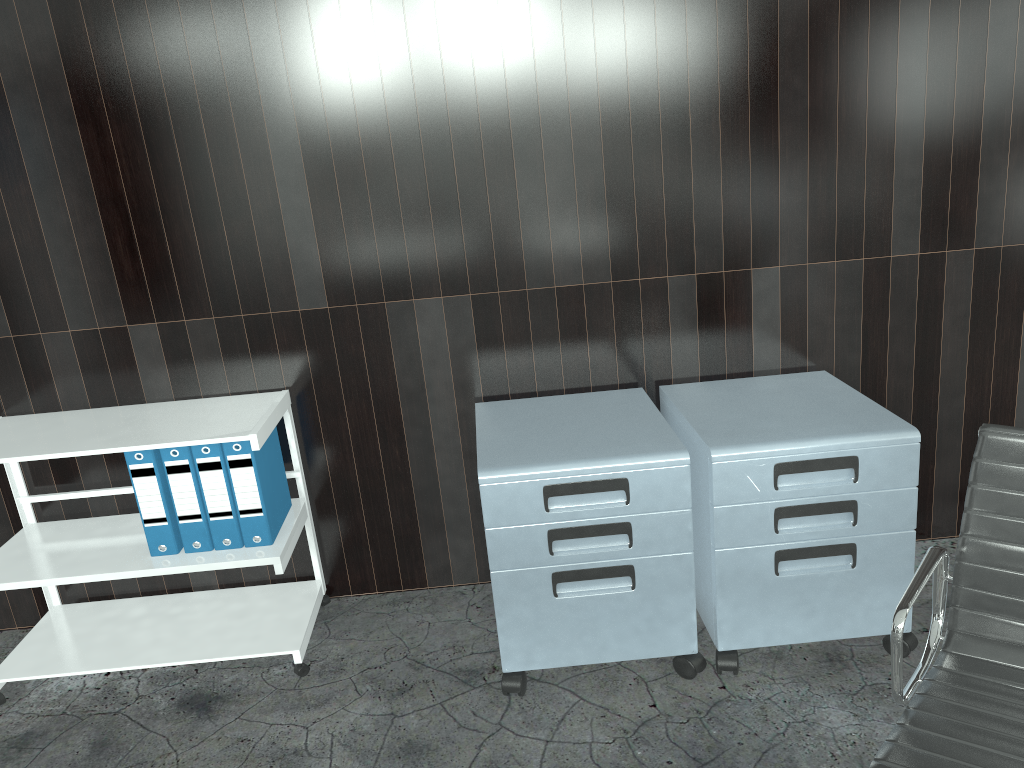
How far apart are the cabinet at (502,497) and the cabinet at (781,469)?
0.0 meters

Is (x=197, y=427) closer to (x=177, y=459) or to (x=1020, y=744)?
(x=177, y=459)

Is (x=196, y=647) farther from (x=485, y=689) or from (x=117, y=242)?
(x=117, y=242)

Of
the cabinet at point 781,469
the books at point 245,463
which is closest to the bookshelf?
the books at point 245,463

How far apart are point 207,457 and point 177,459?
0.1m

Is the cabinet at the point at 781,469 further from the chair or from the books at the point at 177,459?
the books at the point at 177,459

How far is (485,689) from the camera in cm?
218

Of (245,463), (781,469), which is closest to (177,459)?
(245,463)

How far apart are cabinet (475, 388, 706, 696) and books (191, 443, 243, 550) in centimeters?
63cm

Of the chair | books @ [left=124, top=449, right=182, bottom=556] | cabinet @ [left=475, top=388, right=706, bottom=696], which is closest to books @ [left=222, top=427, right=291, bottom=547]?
books @ [left=124, top=449, right=182, bottom=556]
